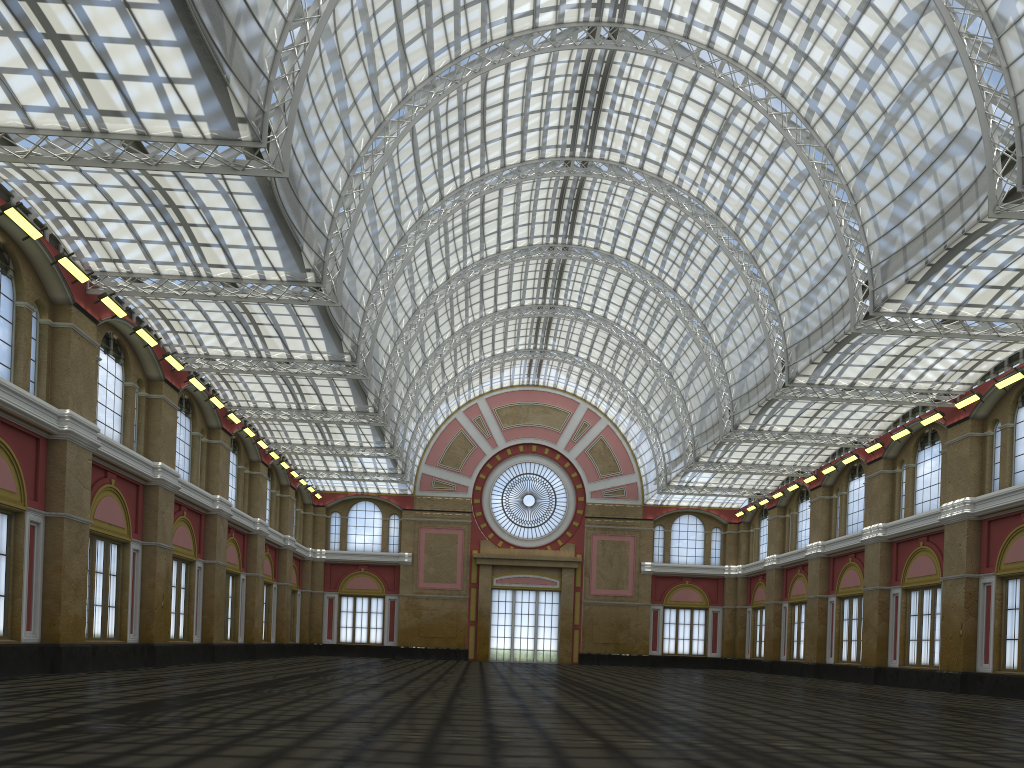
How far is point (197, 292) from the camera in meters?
34.3 m
